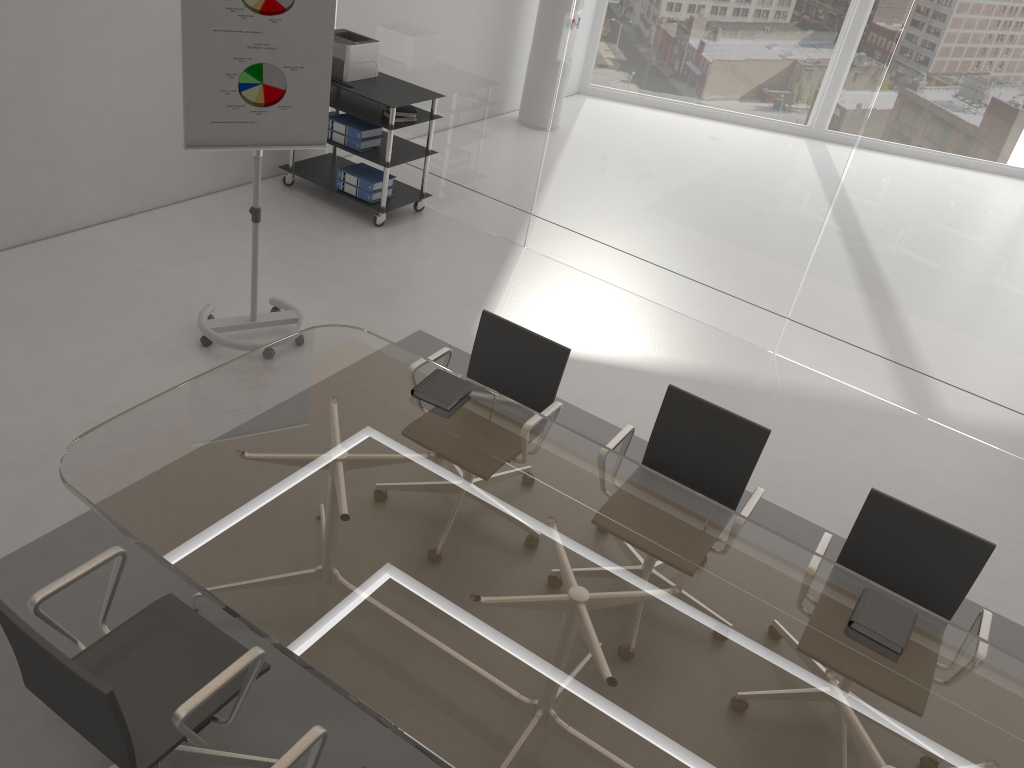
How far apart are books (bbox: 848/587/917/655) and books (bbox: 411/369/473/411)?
1.5 meters

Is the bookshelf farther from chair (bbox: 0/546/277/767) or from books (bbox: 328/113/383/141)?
chair (bbox: 0/546/277/767)

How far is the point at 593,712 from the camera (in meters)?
2.19

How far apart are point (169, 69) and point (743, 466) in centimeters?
424cm

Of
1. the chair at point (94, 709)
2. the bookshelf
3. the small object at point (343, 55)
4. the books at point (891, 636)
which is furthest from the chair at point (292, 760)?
the small object at point (343, 55)

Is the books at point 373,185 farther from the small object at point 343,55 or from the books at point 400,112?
the small object at point 343,55

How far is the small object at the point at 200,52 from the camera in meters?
3.8 m

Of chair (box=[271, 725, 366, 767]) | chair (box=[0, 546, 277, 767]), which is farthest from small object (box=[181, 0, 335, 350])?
chair (box=[271, 725, 366, 767])

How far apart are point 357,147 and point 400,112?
0.38m

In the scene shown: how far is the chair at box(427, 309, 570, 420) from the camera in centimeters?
358cm
